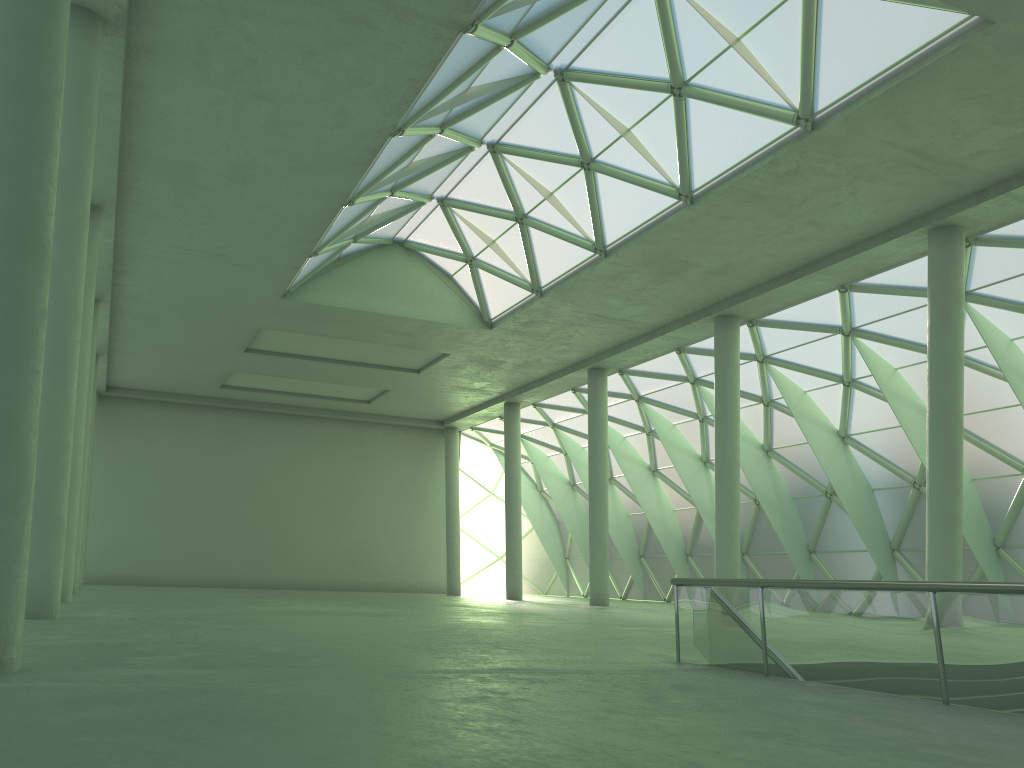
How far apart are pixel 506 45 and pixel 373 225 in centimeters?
1526cm

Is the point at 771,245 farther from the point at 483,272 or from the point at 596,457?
the point at 596,457
